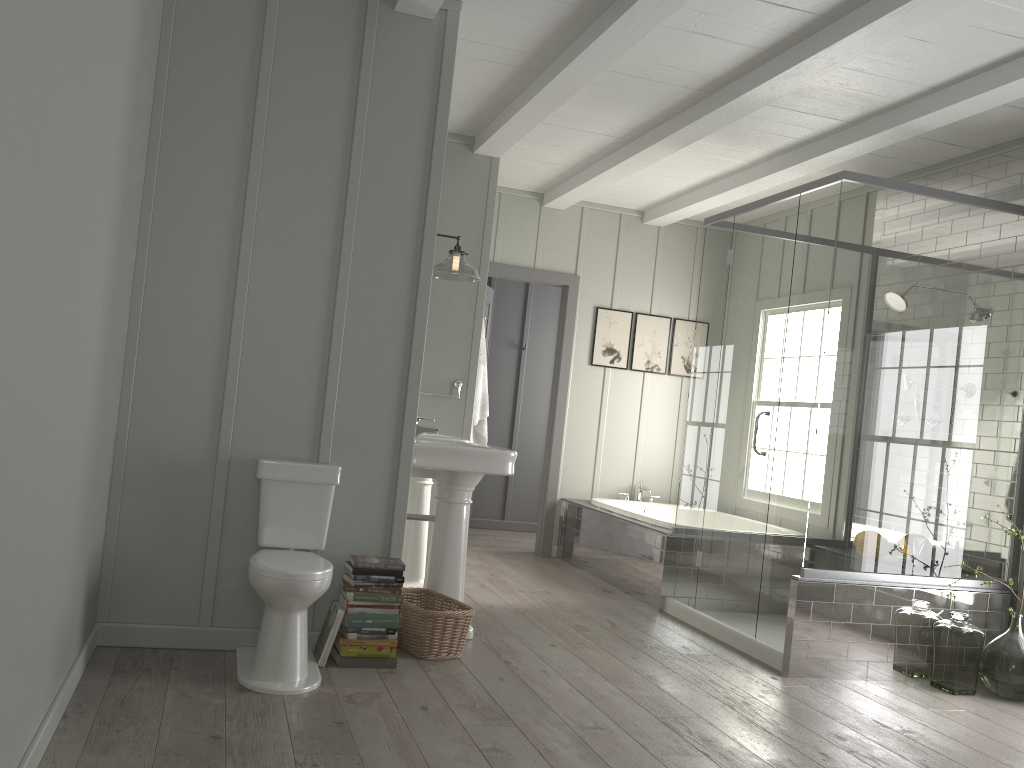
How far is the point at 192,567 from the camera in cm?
344

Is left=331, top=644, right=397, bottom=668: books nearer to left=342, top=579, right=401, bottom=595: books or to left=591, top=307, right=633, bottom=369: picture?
left=342, top=579, right=401, bottom=595: books

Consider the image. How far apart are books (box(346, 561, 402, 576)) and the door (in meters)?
3.47

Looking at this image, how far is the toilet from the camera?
3.07m

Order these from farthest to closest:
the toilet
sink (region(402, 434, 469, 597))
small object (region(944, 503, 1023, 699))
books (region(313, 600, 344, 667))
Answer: sink (region(402, 434, 469, 597)) < small object (region(944, 503, 1023, 699)) < books (region(313, 600, 344, 667)) < the toilet

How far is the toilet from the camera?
3.07m

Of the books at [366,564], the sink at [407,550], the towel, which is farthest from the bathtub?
the books at [366,564]

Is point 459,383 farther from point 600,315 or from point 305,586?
point 305,586

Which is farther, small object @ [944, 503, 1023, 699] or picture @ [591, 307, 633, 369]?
picture @ [591, 307, 633, 369]

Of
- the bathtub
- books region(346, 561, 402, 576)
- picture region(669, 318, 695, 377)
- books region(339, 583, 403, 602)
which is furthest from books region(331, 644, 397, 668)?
picture region(669, 318, 695, 377)
